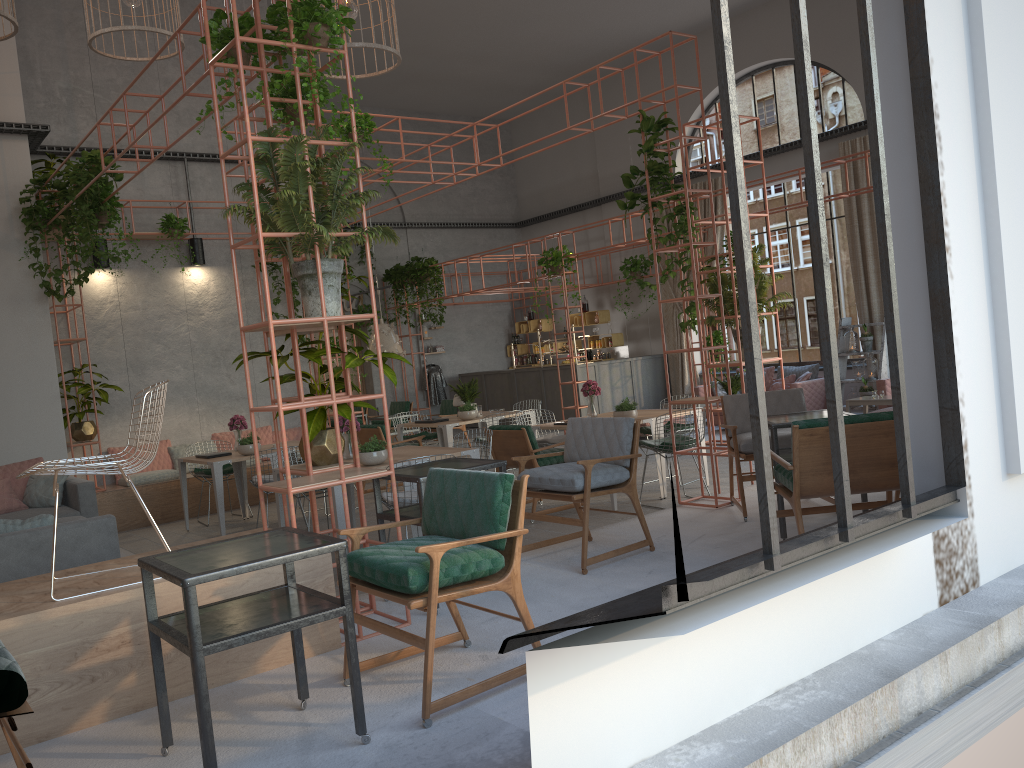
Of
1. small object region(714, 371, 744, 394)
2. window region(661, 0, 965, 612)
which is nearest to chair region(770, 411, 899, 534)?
window region(661, 0, 965, 612)

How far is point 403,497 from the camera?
6.6 meters

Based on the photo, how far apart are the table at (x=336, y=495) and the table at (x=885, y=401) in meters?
7.9

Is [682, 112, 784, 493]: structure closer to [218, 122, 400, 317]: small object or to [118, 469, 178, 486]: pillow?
[218, 122, 400, 317]: small object

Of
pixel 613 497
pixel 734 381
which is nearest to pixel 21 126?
pixel 613 497

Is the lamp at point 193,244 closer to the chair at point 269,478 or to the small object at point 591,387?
the chair at point 269,478

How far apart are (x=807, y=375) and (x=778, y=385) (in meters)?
A: 0.65

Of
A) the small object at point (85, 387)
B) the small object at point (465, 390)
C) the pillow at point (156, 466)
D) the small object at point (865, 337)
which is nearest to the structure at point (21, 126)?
the small object at point (85, 387)

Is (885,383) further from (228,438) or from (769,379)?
(228,438)

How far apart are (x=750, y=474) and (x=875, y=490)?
3.3m
